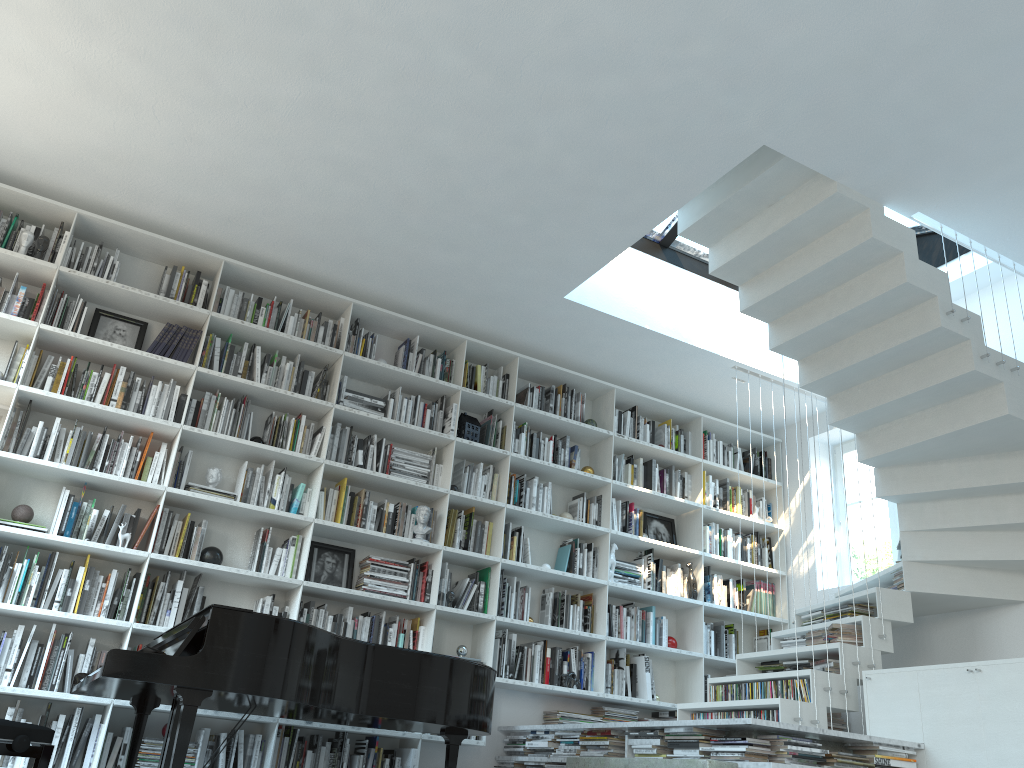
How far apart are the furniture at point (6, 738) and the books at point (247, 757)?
1.96m

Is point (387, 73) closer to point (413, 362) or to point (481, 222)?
point (481, 222)

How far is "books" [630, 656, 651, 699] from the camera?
5.99m

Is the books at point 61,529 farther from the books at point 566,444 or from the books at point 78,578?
the books at point 566,444

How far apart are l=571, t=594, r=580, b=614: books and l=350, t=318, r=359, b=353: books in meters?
2.4 m

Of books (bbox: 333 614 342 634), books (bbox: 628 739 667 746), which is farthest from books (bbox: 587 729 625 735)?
books (bbox: 333 614 342 634)

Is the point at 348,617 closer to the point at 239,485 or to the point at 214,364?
the point at 239,485

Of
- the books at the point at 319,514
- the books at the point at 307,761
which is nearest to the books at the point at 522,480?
the books at the point at 319,514

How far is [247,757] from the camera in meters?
4.7

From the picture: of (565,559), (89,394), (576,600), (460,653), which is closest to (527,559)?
(565,559)
